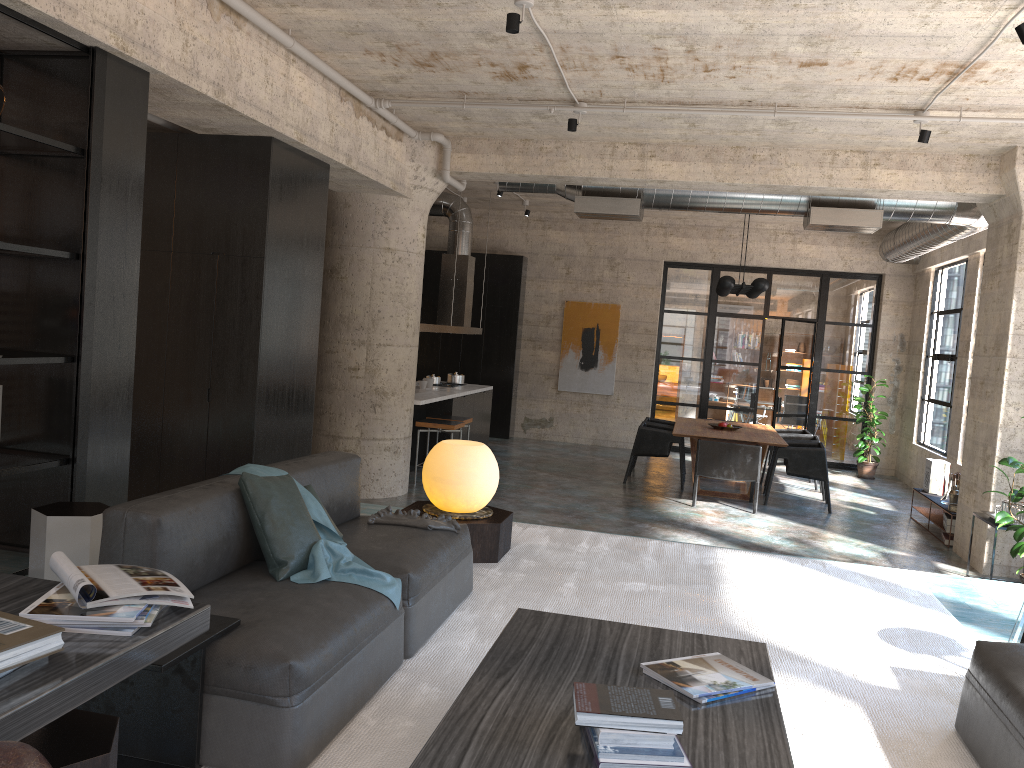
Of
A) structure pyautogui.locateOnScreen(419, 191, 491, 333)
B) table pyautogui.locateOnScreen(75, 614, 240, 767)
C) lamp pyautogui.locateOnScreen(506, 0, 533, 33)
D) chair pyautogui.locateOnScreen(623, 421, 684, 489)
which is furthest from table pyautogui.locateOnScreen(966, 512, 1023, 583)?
table pyautogui.locateOnScreen(75, 614, 240, 767)

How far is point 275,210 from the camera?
6.3 meters

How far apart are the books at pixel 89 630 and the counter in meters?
7.6

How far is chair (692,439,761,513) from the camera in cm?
980

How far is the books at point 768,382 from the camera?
20.1 meters

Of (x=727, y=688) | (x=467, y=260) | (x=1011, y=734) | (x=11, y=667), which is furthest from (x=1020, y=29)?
(x=467, y=260)

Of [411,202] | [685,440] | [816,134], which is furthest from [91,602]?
[685,440]

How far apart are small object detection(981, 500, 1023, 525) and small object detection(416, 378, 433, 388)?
6.67m

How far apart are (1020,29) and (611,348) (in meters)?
10.35

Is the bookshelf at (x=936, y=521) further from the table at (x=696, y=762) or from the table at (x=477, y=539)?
the table at (x=696, y=762)
